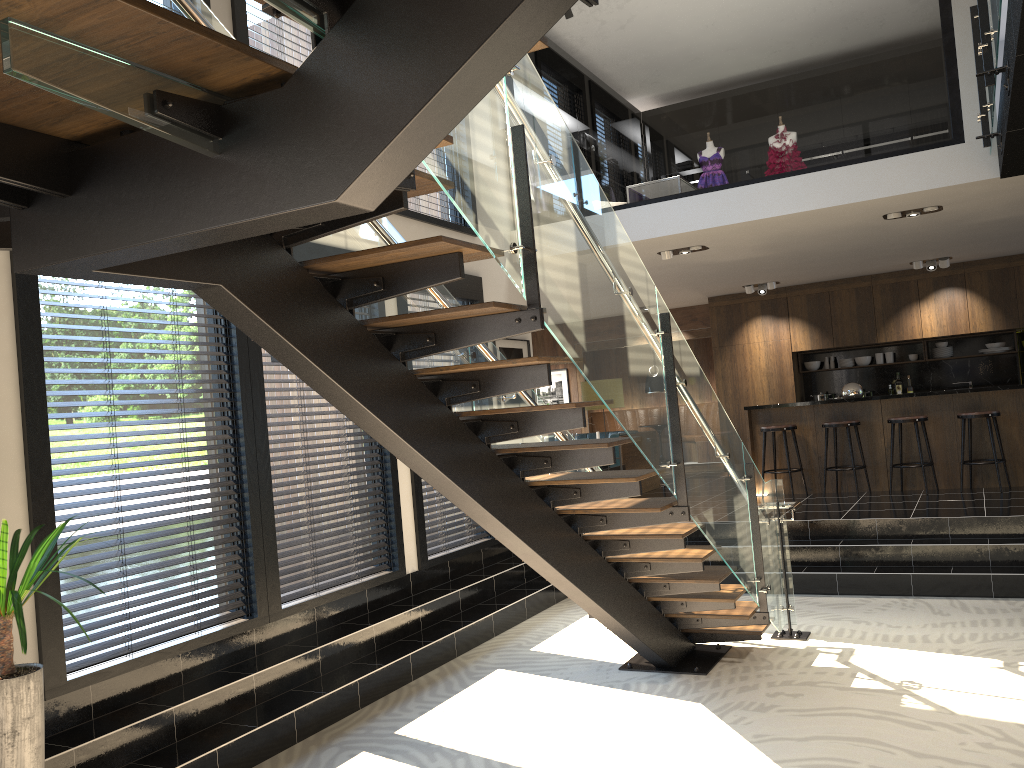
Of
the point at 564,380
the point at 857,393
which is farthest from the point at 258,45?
the point at 564,380

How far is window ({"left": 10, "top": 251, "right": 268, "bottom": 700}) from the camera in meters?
4.2 m

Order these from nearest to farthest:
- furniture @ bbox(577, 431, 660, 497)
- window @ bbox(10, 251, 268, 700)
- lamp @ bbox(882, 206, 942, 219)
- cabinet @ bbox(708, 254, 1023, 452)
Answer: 1. window @ bbox(10, 251, 268, 700)
2. lamp @ bbox(882, 206, 942, 219)
3. furniture @ bbox(577, 431, 660, 497)
4. cabinet @ bbox(708, 254, 1023, 452)

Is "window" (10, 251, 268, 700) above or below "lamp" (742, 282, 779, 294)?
below

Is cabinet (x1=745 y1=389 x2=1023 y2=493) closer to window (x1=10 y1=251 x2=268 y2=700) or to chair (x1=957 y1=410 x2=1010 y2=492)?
chair (x1=957 y1=410 x2=1010 y2=492)

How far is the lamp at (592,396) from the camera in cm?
906

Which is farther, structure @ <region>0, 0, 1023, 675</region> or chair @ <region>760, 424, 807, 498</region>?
chair @ <region>760, 424, 807, 498</region>

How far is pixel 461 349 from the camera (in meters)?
4.76

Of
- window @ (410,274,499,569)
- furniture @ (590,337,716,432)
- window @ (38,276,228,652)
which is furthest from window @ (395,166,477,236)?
furniture @ (590,337,716,432)

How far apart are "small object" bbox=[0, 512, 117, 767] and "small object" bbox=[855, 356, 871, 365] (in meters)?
11.51
